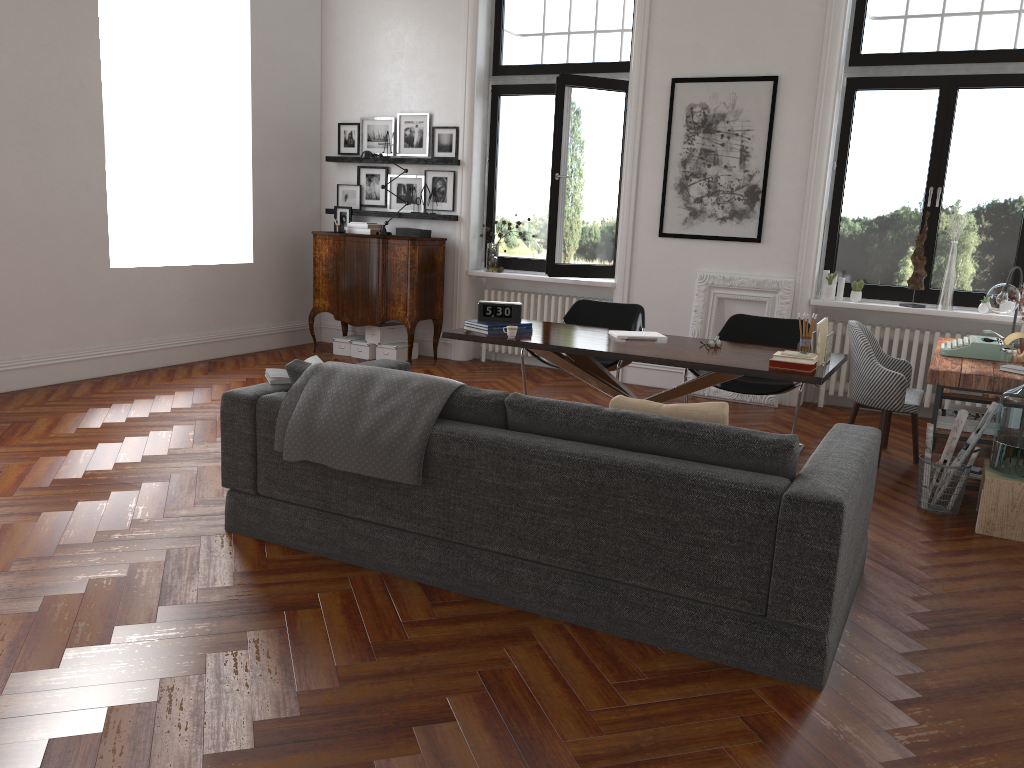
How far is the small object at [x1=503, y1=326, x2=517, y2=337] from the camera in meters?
5.3

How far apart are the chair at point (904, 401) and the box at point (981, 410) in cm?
49

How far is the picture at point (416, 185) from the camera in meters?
8.8 m

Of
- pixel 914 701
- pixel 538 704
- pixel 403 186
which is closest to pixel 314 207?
pixel 403 186

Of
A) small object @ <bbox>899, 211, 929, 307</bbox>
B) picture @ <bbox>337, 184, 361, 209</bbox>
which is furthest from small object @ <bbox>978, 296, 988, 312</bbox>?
picture @ <bbox>337, 184, 361, 209</bbox>

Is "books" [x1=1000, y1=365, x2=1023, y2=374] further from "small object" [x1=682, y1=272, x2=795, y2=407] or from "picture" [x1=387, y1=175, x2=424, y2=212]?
"picture" [x1=387, y1=175, x2=424, y2=212]

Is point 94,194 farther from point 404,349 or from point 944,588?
point 944,588

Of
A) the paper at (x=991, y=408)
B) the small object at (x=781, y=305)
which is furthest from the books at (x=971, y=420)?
the small object at (x=781, y=305)

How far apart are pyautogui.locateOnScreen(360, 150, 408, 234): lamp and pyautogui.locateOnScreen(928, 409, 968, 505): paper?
5.8m

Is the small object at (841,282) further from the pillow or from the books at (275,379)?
the books at (275,379)
